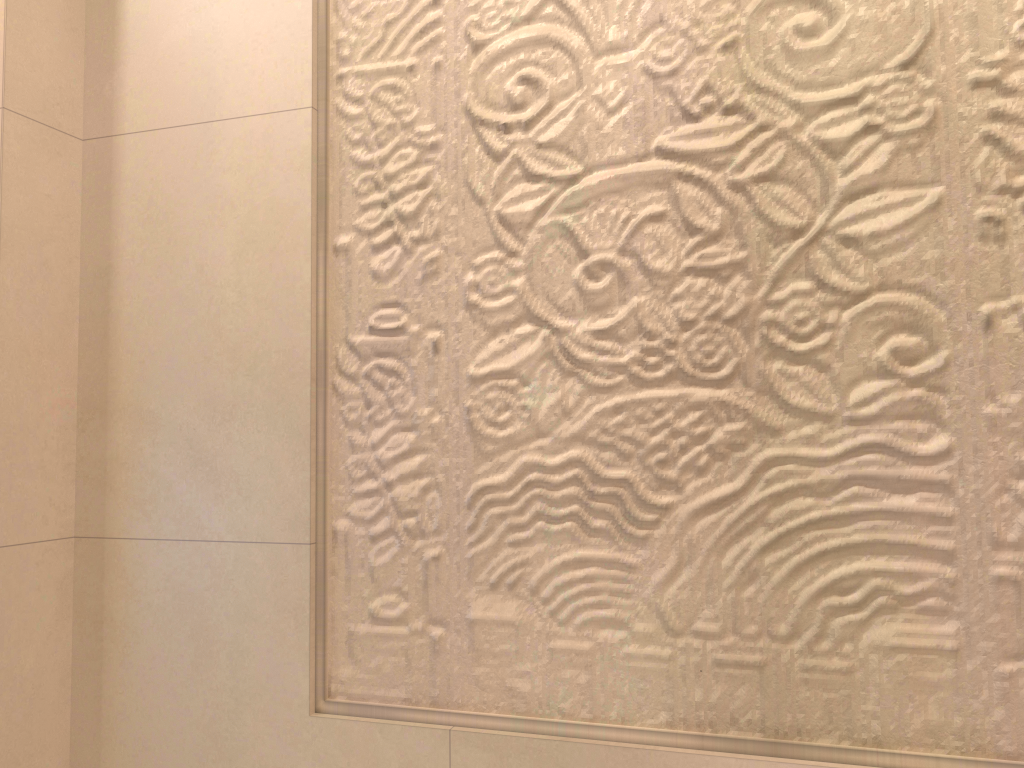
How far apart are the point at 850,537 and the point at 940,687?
0.2 meters
